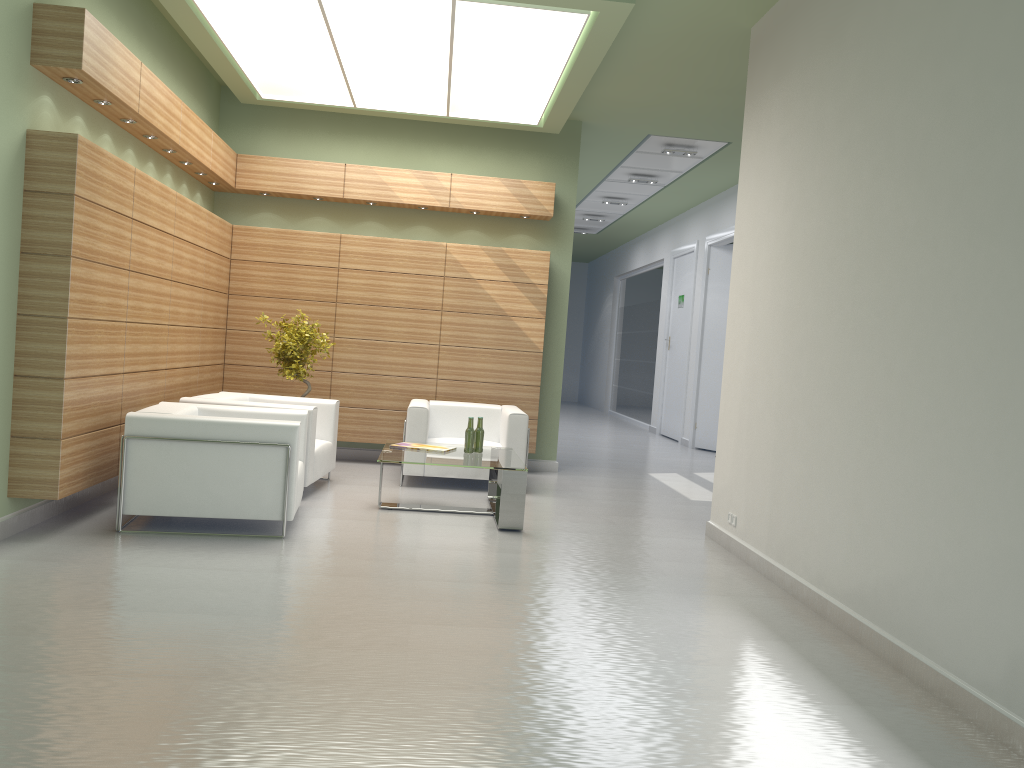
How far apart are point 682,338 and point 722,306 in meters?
2.5 m

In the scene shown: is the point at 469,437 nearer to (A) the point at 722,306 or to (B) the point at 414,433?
(B) the point at 414,433

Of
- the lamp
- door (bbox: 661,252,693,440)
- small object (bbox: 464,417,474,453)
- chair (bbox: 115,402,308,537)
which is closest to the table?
small object (bbox: 464,417,474,453)

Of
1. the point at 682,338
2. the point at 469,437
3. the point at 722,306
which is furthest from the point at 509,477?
the point at 682,338

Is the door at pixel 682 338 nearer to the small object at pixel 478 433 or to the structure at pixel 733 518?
the small object at pixel 478 433

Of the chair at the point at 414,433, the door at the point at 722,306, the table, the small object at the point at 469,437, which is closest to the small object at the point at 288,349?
the chair at the point at 414,433

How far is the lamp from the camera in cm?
1040

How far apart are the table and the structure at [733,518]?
2.5m

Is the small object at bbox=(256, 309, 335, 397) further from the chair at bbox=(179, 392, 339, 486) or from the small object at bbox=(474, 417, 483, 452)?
the small object at bbox=(474, 417, 483, 452)

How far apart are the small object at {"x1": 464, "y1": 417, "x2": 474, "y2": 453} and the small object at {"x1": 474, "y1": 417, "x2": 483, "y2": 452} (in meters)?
0.15
